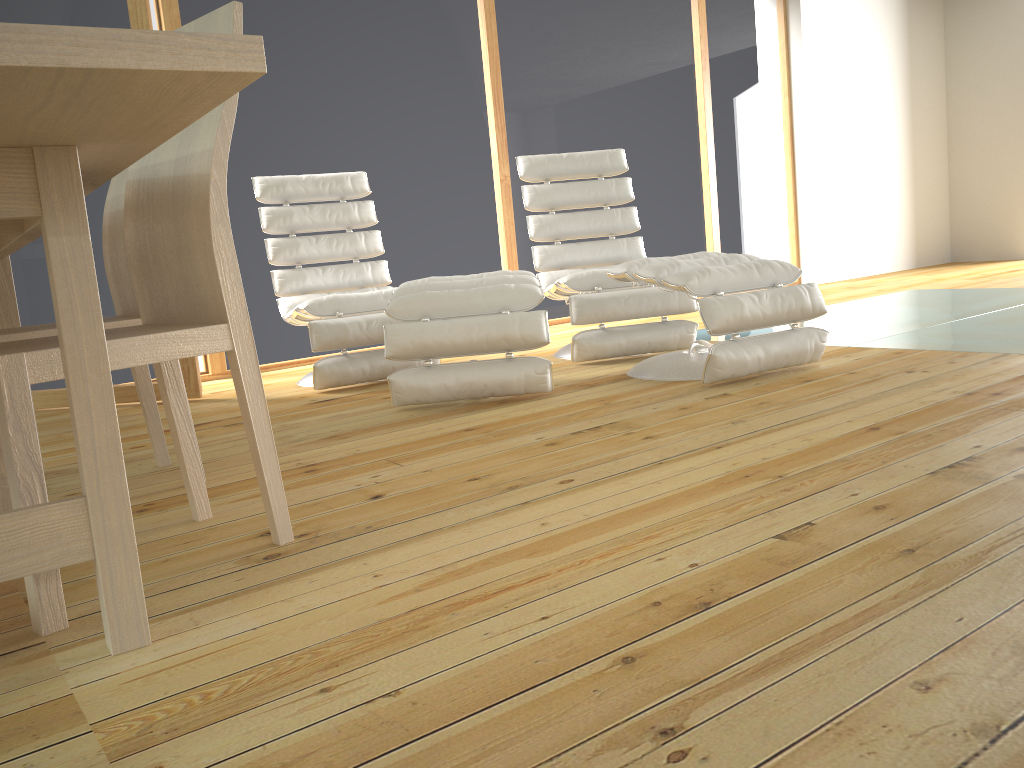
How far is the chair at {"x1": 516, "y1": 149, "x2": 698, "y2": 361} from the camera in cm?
372

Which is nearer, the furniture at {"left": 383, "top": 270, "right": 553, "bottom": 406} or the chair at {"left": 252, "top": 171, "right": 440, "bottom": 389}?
the furniture at {"left": 383, "top": 270, "right": 553, "bottom": 406}

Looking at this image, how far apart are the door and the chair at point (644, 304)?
1.6m

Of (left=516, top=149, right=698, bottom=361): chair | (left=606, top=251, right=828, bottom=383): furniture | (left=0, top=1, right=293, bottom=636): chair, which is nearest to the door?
(left=516, top=149, right=698, bottom=361): chair

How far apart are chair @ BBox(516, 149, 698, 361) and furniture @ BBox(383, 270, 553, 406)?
0.33m

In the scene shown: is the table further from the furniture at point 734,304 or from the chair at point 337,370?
the furniture at point 734,304

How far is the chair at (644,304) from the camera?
3.72m

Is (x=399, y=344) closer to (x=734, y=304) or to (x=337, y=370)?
(x=337, y=370)

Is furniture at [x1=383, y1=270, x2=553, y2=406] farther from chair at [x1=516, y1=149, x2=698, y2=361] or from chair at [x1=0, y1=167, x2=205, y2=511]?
chair at [x1=0, y1=167, x2=205, y2=511]

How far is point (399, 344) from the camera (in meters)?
3.00
